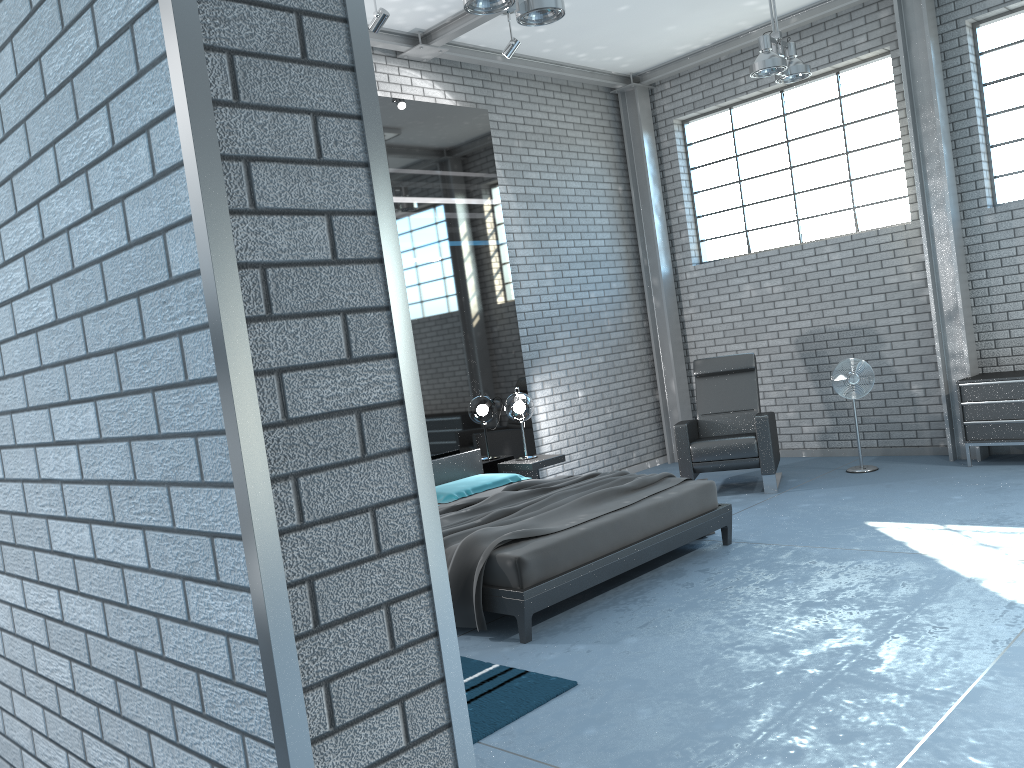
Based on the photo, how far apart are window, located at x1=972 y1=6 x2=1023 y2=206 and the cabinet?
1.4 meters

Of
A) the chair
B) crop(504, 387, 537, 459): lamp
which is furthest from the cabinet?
crop(504, 387, 537, 459): lamp

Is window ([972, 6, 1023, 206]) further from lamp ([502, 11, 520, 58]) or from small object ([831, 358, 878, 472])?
lamp ([502, 11, 520, 58])

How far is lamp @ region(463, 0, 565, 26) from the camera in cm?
448

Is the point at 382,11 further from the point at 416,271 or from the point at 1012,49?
the point at 1012,49

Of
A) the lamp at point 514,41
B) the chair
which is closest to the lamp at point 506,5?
the lamp at point 514,41

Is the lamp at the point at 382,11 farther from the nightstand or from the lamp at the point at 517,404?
the nightstand

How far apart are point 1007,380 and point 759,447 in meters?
1.9 m

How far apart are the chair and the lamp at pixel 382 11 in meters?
3.8 m

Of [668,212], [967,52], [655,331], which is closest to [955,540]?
[967,52]
